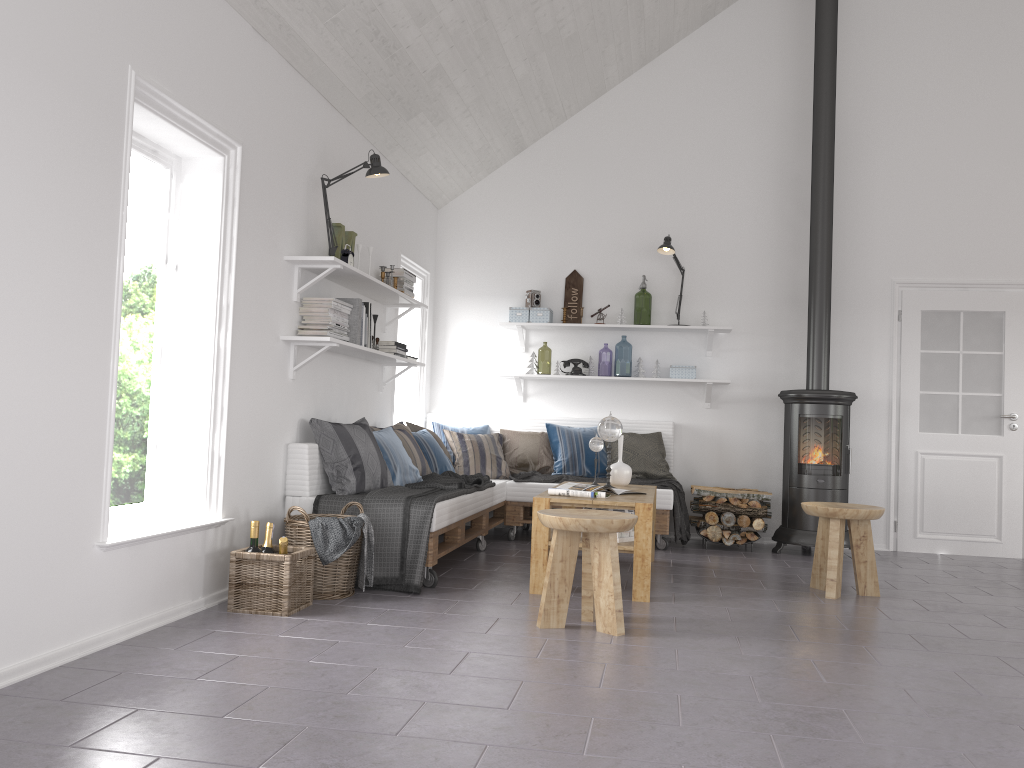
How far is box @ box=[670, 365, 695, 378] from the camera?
6.90m

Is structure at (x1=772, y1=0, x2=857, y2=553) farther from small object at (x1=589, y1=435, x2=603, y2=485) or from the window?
the window

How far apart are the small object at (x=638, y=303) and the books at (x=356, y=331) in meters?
2.8 m

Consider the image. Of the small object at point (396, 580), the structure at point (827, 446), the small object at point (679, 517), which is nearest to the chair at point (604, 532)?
the small object at point (396, 580)

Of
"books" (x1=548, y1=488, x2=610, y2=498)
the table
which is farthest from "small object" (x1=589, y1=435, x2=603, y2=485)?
"books" (x1=548, y1=488, x2=610, y2=498)

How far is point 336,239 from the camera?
5.1m

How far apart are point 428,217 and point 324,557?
3.8 meters

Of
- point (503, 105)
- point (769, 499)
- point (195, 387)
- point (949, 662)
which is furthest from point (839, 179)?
point (195, 387)

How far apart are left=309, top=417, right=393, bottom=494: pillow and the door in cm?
408

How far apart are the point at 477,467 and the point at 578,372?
1.1 meters
